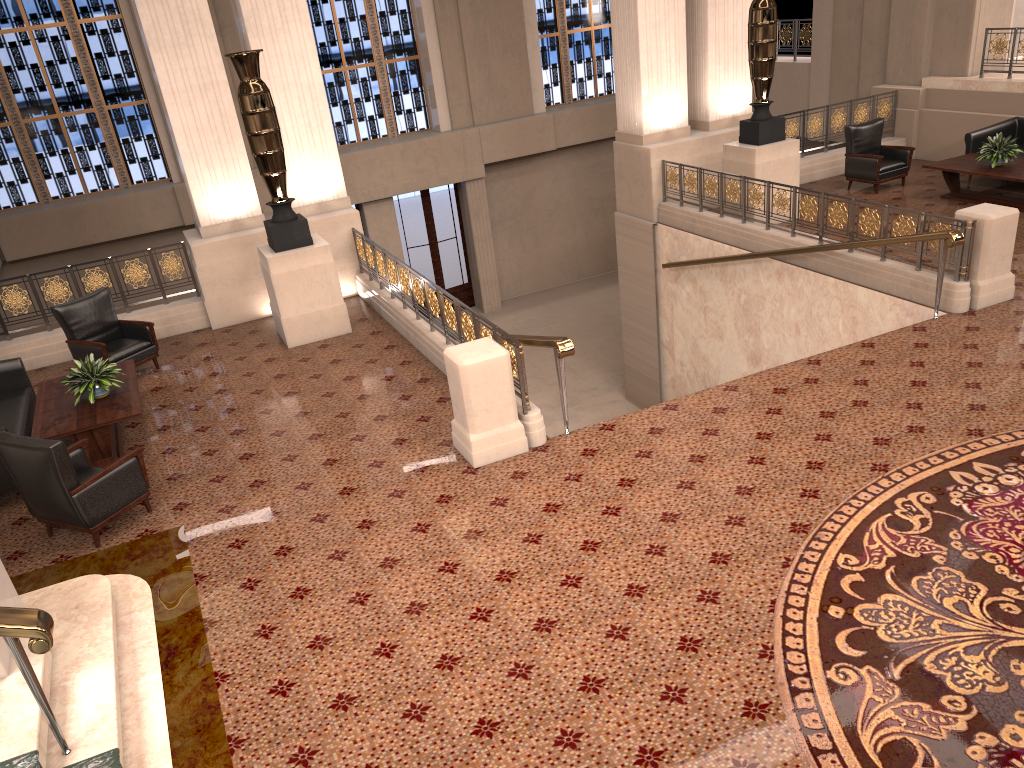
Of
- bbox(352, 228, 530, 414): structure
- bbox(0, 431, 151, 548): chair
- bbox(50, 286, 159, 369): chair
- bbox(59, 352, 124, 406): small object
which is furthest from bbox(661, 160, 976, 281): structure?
bbox(59, 352, 124, 406): small object

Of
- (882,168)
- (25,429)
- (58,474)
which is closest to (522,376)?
(58,474)

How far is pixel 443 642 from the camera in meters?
4.7

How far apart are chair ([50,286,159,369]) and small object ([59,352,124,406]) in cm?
125

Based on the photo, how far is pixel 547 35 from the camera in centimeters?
1866cm

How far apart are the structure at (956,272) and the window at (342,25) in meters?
8.2 m

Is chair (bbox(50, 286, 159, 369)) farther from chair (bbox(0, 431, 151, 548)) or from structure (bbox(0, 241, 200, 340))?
chair (bbox(0, 431, 151, 548))

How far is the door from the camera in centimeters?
1828cm

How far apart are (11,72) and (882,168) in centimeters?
1420cm

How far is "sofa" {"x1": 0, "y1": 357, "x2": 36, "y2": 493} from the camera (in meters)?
7.17
